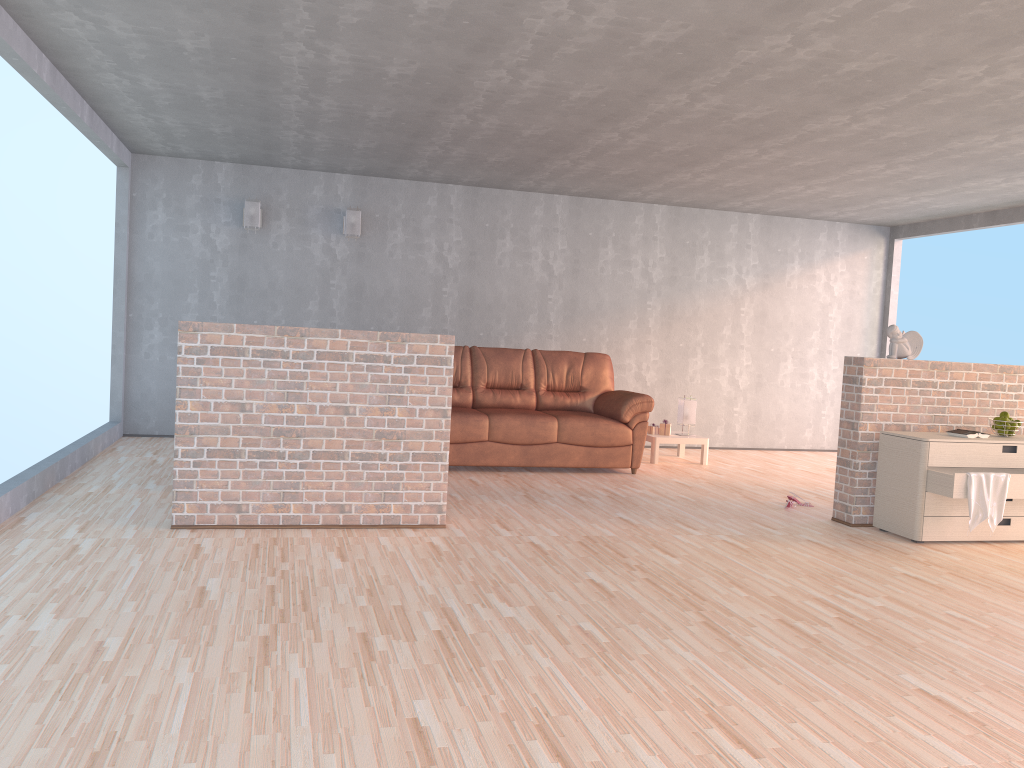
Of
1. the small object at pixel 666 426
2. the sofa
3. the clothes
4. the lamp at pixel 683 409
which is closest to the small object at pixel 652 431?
the small object at pixel 666 426

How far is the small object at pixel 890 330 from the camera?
5.58m

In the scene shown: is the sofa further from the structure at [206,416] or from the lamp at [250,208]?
the lamp at [250,208]

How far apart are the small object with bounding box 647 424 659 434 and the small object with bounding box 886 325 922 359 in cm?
280

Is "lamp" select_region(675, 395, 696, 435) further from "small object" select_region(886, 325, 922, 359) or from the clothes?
the clothes

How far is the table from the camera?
7.9 meters

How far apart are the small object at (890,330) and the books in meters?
0.6 m

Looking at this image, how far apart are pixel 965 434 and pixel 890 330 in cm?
78

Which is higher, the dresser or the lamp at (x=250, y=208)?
the lamp at (x=250, y=208)

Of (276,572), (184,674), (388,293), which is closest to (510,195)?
(388,293)
